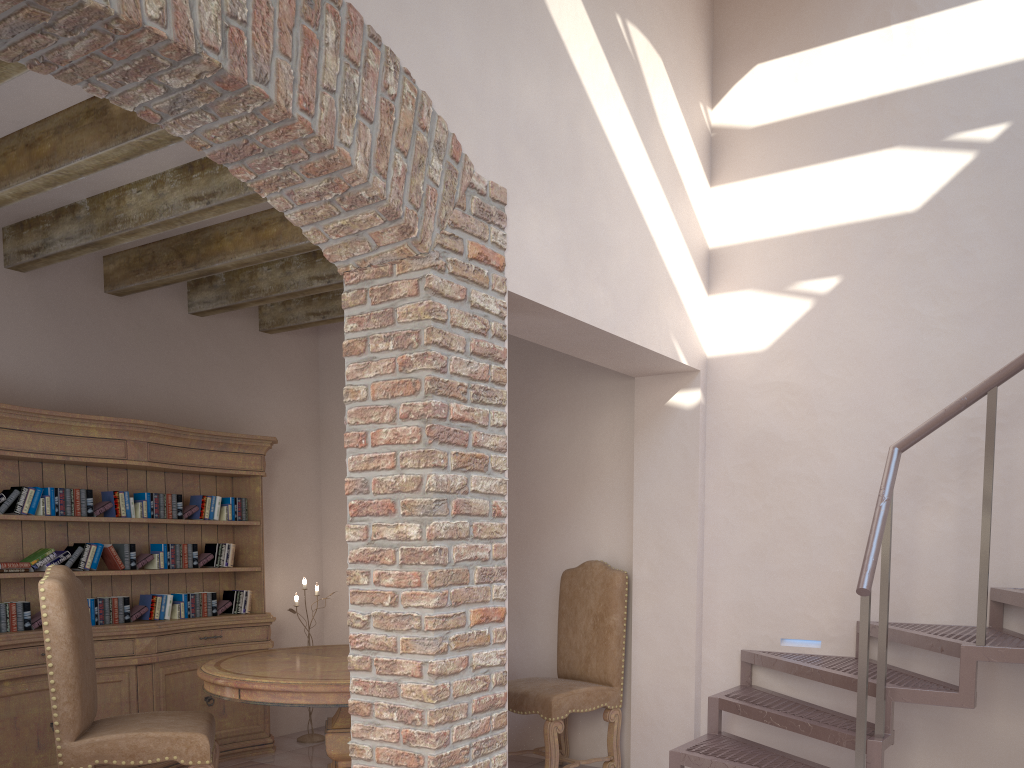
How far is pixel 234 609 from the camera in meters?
5.6

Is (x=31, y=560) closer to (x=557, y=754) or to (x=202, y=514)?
(x=202, y=514)

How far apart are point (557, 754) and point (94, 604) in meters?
2.7

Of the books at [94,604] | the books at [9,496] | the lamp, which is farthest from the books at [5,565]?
the lamp

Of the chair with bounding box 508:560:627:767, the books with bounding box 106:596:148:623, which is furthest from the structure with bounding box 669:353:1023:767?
the books with bounding box 106:596:148:623

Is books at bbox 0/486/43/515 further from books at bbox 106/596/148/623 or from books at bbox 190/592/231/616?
books at bbox 190/592/231/616

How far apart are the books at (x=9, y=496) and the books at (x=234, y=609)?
1.3 meters

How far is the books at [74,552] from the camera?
4.67m

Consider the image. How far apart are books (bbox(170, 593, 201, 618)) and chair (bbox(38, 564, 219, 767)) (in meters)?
1.34

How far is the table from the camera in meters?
3.8 m
